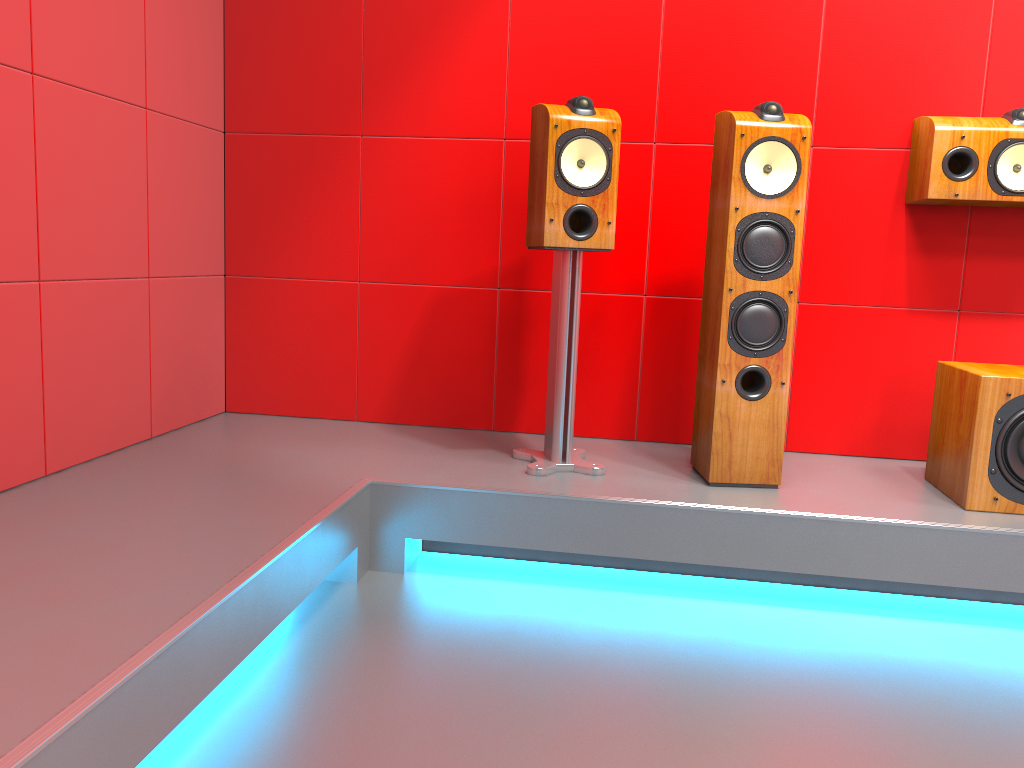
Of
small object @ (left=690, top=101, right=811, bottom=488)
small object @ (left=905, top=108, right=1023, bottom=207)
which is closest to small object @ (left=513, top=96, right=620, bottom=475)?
small object @ (left=690, top=101, right=811, bottom=488)

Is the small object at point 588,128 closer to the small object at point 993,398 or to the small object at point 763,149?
the small object at point 763,149

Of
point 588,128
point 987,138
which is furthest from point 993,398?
point 588,128

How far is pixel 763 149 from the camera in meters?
2.4 m

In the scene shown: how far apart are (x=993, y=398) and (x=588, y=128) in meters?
1.3 m

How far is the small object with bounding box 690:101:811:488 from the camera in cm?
235

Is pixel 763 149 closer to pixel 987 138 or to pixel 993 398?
pixel 987 138

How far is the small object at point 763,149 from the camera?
2.4 meters

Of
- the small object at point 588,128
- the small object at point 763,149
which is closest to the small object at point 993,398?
the small object at point 763,149

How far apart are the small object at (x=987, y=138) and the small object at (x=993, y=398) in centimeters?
48cm
